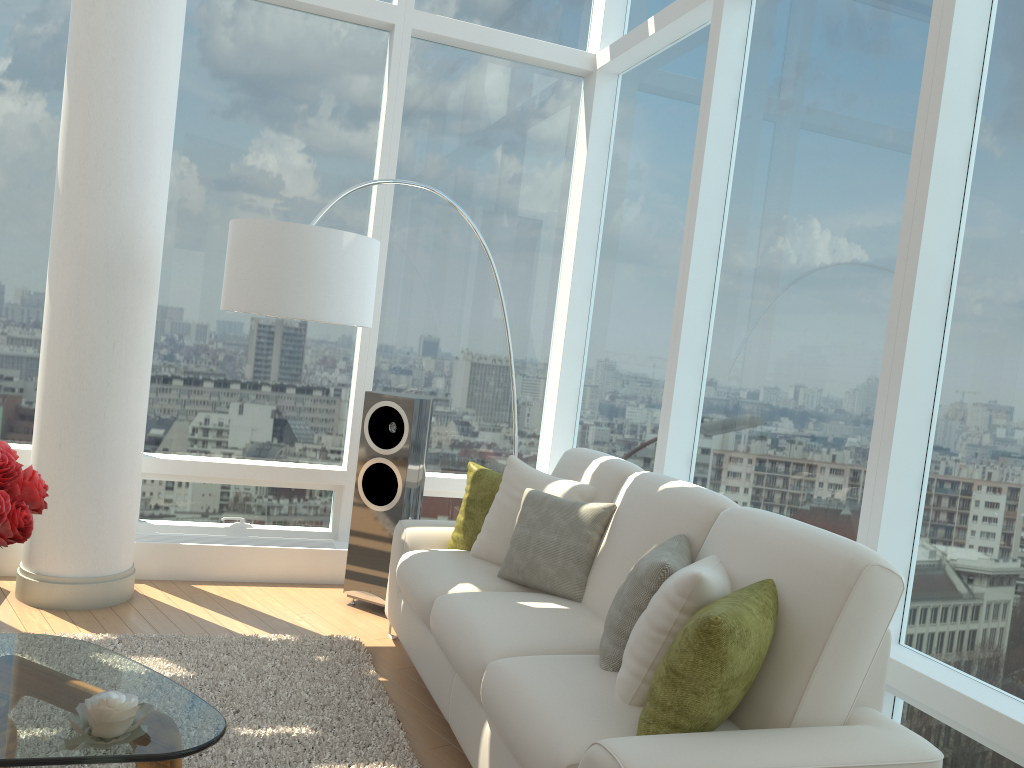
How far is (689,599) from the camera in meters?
2.4 m

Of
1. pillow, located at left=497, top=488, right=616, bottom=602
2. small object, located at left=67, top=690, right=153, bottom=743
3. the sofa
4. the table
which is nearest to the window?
the sofa

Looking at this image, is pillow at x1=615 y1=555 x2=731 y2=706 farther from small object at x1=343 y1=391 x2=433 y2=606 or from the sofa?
small object at x1=343 y1=391 x2=433 y2=606

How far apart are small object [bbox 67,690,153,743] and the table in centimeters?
1cm

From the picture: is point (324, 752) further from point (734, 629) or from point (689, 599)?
point (734, 629)

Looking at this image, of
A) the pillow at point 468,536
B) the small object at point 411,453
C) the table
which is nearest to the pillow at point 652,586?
the table

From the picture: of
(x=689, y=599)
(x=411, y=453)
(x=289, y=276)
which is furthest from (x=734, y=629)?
(x=411, y=453)

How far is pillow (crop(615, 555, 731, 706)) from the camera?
2.4 meters

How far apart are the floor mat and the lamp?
1.47m

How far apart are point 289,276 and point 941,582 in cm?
274
